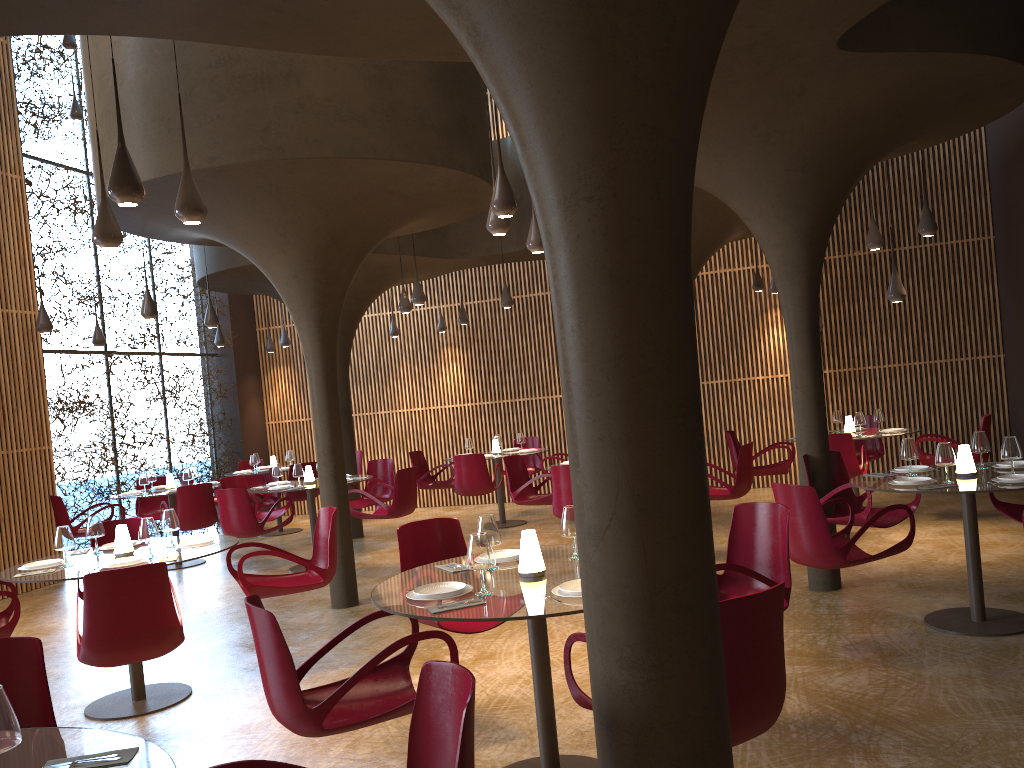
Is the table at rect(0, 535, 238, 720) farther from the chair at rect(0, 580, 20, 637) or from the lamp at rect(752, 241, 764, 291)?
the lamp at rect(752, 241, 764, 291)

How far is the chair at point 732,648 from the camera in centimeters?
320cm

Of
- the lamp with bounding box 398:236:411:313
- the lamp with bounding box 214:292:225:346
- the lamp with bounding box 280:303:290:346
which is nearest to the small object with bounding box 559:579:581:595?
the lamp with bounding box 398:236:411:313

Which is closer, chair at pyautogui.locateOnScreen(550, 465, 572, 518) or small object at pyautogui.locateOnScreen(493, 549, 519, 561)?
small object at pyautogui.locateOnScreen(493, 549, 519, 561)

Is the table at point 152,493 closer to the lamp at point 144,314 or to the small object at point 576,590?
the lamp at point 144,314

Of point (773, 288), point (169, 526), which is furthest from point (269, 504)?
point (773, 288)

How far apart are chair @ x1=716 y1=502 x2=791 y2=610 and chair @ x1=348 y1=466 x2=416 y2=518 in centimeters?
601cm

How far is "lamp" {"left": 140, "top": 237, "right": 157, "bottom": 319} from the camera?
10.3m

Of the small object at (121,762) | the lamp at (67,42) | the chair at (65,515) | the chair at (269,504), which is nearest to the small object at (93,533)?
the small object at (121,762)

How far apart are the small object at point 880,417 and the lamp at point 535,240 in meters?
5.8
